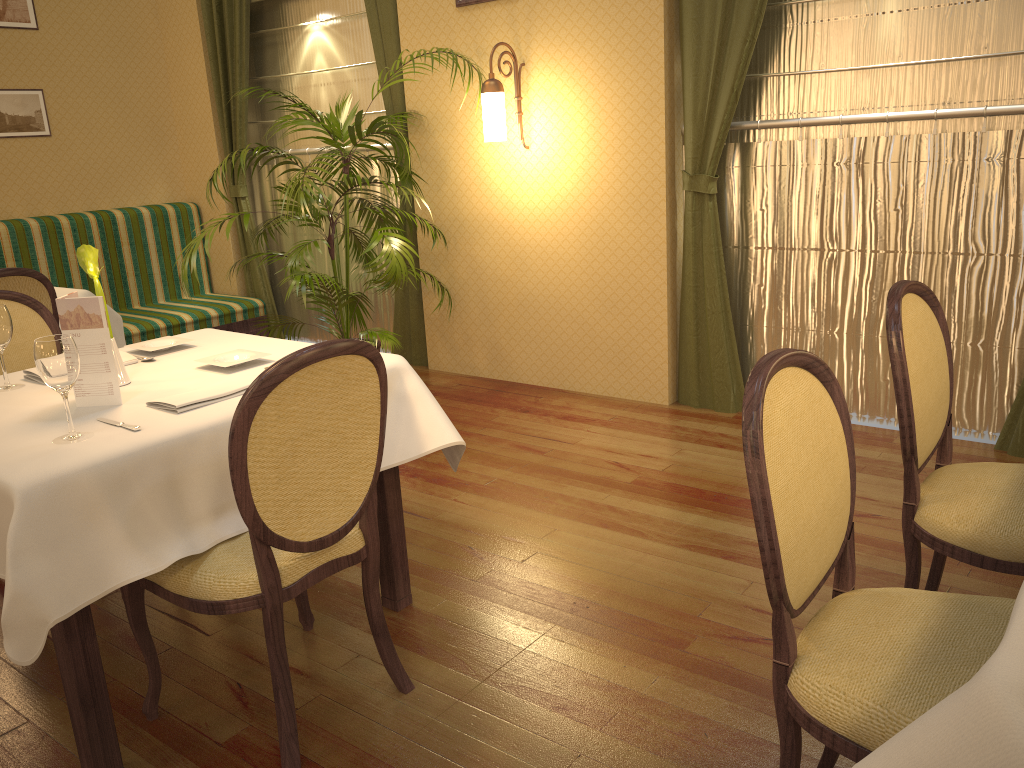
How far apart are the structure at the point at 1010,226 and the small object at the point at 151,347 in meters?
2.6

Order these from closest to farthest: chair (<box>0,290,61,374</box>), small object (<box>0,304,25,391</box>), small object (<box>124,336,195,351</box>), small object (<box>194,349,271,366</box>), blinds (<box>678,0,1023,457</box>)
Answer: small object (<box>0,304,25,391</box>) < small object (<box>194,349,271,366</box>) < small object (<box>124,336,195,351</box>) < chair (<box>0,290,61,374</box>) < blinds (<box>678,0,1023,457</box>)

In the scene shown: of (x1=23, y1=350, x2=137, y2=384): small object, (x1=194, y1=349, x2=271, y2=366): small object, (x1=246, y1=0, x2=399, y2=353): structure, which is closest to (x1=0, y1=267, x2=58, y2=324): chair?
(x1=23, y1=350, x2=137, y2=384): small object

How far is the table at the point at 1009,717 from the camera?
0.9 meters

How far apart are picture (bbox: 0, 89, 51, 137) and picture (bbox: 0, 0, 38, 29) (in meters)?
0.40

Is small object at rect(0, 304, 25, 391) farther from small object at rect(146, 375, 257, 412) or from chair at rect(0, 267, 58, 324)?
chair at rect(0, 267, 58, 324)

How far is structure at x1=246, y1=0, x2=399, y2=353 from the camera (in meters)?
5.48

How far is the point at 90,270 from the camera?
2.4m

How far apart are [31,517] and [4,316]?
0.92m

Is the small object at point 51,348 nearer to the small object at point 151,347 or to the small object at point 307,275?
the small object at point 151,347
